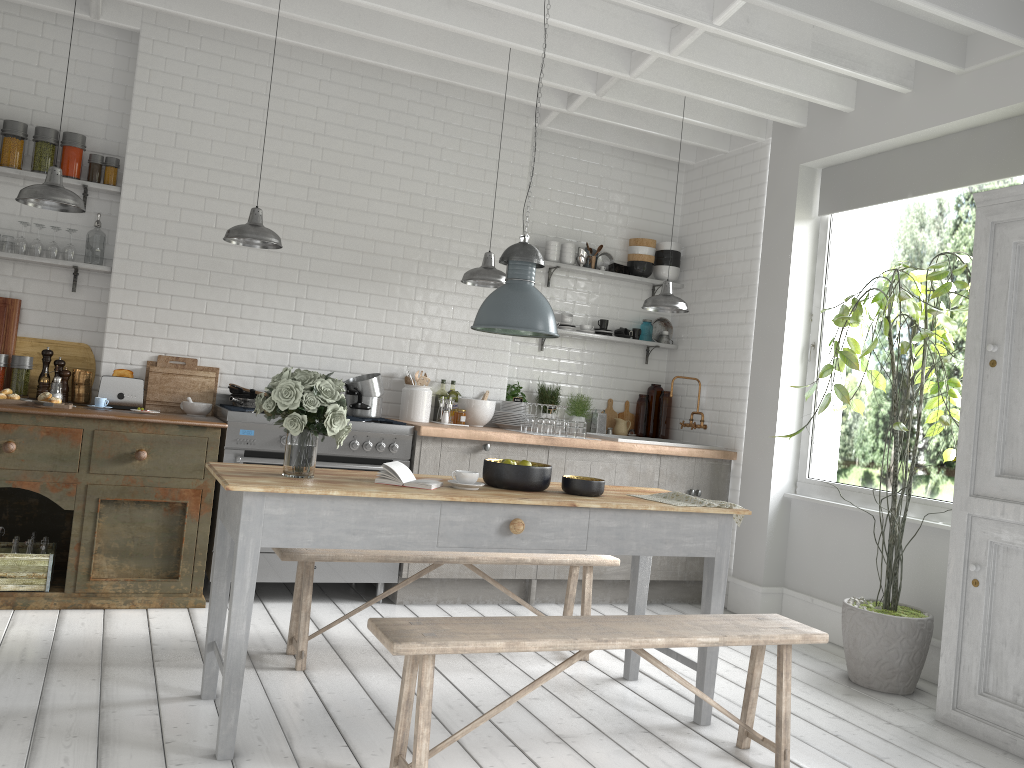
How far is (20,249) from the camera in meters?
6.3

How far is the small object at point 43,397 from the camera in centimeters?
590cm

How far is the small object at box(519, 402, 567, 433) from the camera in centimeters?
731cm

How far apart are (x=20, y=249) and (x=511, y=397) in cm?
398

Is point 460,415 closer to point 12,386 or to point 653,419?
point 653,419

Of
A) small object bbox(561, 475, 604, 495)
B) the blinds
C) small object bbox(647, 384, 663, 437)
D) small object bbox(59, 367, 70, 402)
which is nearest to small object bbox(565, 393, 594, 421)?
small object bbox(647, 384, 663, 437)

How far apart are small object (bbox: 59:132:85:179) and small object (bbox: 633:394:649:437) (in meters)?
5.12

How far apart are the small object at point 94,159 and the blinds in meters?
5.6

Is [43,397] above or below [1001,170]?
below

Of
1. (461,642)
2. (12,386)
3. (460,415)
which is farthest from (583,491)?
(12,386)
